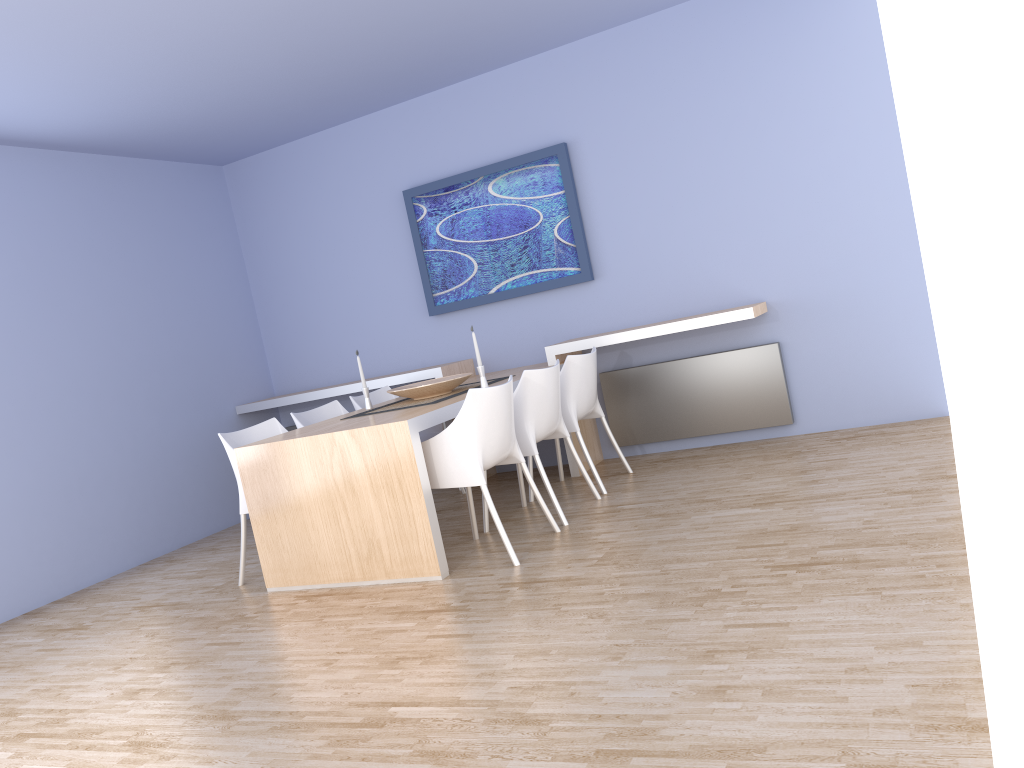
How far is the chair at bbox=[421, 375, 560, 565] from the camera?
3.90m

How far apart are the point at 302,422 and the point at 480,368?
1.17m

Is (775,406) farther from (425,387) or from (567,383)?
(425,387)

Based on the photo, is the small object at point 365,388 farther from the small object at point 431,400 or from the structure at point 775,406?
the structure at point 775,406

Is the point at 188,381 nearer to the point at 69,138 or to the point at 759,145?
the point at 69,138

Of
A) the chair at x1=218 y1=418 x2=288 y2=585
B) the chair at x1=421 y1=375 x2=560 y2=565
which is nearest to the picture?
the chair at x1=218 y1=418 x2=288 y2=585

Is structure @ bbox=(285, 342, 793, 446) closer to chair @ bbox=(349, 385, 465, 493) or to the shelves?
the shelves

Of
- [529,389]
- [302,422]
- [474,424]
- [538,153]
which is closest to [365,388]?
[302,422]

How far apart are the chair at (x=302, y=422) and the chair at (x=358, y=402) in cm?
14

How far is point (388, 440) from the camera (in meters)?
3.88
